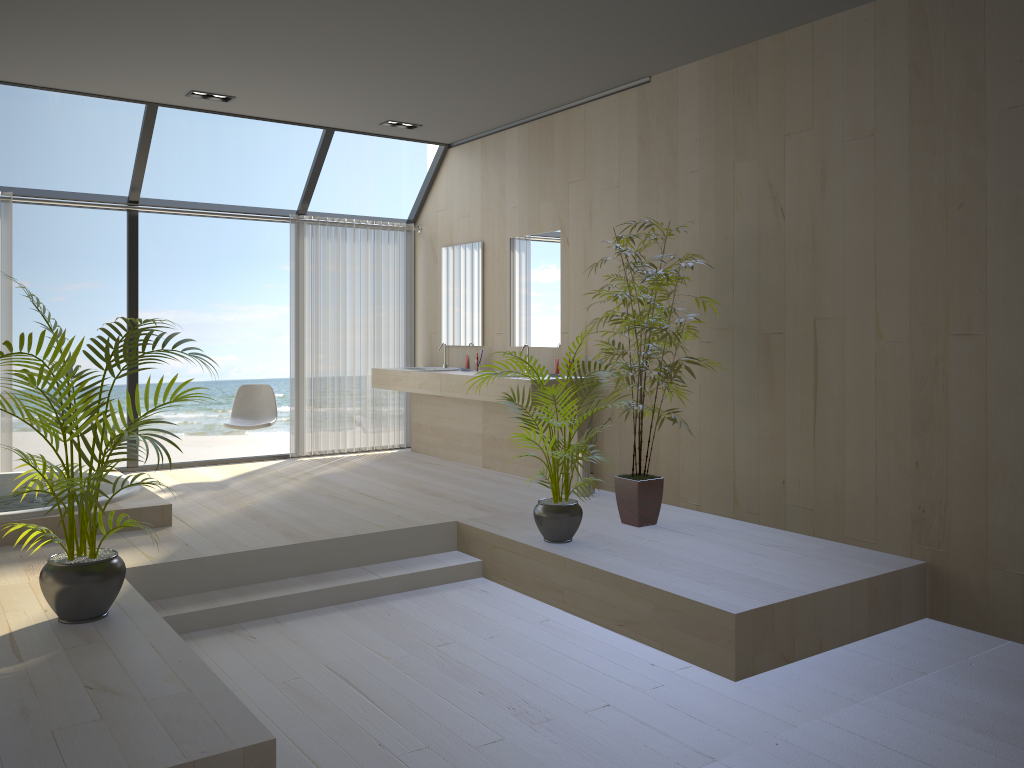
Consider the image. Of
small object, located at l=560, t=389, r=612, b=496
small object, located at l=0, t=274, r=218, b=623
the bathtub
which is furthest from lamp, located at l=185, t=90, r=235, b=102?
small object, located at l=560, t=389, r=612, b=496

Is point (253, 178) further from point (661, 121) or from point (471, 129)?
point (661, 121)

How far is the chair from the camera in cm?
698

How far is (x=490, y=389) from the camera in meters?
6.3 m

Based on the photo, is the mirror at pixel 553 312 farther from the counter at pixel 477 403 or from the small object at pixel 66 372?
the small object at pixel 66 372

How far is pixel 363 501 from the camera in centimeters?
578cm

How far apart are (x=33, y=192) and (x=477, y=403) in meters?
3.7

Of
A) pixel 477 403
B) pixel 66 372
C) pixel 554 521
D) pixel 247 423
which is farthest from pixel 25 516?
pixel 477 403

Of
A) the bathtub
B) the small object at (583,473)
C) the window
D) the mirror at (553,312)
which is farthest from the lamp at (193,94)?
the small object at (583,473)

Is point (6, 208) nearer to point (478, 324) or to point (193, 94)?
point (193, 94)
